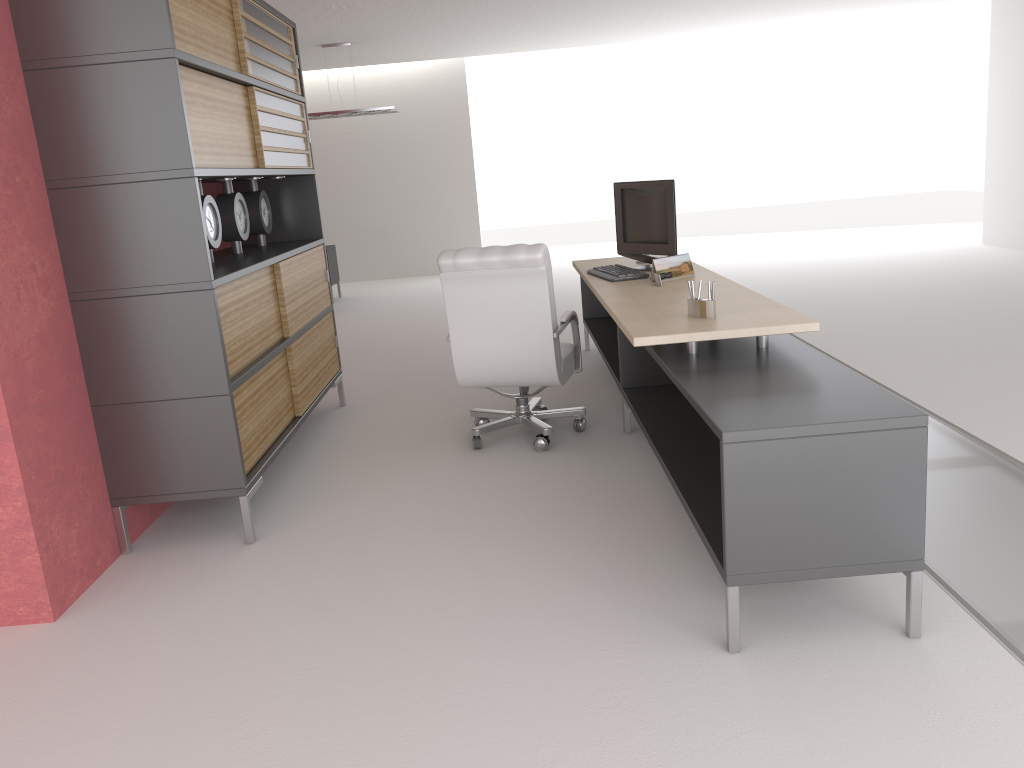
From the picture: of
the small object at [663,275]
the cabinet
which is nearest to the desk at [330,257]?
the cabinet

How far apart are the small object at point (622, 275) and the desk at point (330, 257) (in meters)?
9.96

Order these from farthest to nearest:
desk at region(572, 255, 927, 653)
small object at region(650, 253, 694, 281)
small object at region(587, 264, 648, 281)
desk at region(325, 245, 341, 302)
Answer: desk at region(325, 245, 341, 302), small object at region(587, 264, 648, 281), small object at region(650, 253, 694, 281), desk at region(572, 255, 927, 653)

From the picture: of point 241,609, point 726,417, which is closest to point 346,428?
point 241,609

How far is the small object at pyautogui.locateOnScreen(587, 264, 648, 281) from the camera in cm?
731

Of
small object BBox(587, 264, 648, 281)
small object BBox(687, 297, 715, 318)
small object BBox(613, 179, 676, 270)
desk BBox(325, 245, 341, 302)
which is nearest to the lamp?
desk BBox(325, 245, 341, 302)

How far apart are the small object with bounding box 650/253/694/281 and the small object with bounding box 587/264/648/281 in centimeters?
28cm

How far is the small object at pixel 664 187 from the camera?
7.53m

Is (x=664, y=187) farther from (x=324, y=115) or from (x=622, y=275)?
(x=324, y=115)

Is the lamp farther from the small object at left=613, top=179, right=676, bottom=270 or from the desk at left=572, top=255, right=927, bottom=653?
the small object at left=613, top=179, right=676, bottom=270
